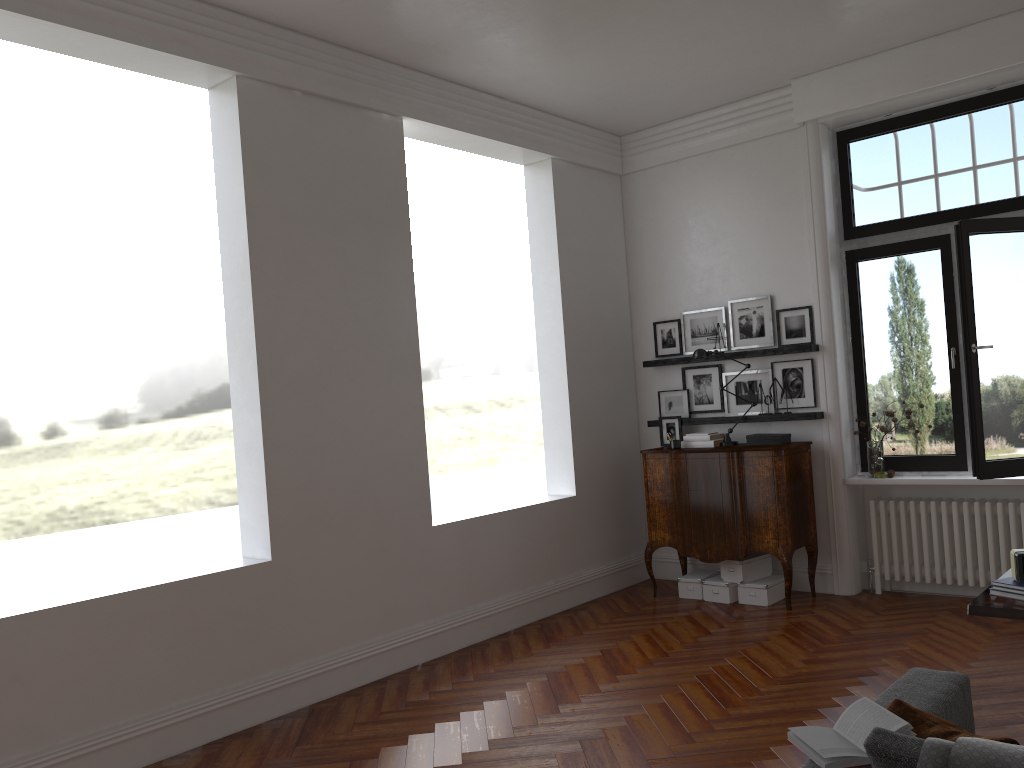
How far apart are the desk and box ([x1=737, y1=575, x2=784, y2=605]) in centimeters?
282cm

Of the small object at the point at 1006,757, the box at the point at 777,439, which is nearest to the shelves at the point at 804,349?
the box at the point at 777,439

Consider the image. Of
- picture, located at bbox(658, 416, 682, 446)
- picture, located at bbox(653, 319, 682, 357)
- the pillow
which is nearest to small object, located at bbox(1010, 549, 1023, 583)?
the pillow

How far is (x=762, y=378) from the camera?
7.2 meters

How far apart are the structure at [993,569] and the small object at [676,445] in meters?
1.5

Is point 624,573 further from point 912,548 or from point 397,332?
point 397,332

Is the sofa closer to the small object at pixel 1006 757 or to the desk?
the small object at pixel 1006 757

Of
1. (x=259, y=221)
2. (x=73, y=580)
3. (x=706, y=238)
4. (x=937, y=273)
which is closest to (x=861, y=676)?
(x=937, y=273)

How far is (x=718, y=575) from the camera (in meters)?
7.15

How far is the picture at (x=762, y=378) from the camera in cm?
720
